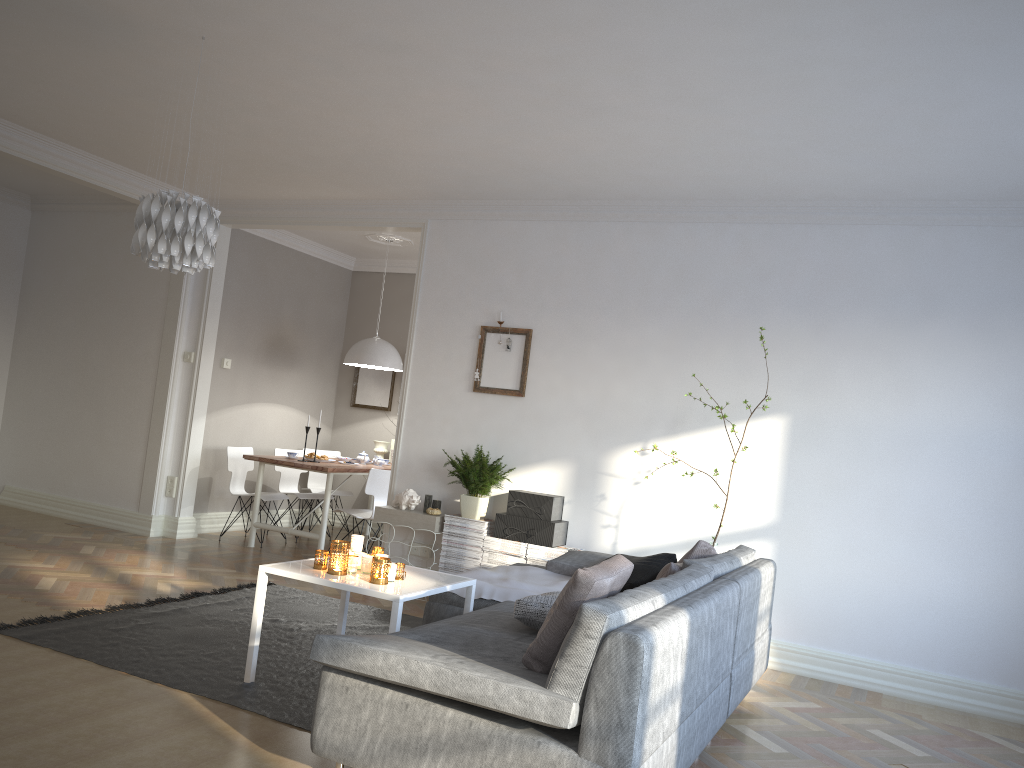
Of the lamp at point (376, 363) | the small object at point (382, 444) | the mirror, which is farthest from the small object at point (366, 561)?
the mirror

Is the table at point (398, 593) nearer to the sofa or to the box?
the sofa

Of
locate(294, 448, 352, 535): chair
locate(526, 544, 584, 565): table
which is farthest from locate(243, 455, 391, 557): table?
locate(526, 544, 584, 565): table

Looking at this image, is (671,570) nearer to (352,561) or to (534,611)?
(534,611)

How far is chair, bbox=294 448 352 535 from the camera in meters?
8.8

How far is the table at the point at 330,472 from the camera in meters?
6.9

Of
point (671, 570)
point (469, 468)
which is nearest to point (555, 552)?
point (469, 468)

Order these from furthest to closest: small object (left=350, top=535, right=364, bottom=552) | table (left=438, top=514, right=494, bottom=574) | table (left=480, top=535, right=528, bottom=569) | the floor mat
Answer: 1. table (left=438, top=514, right=494, bottom=574)
2. table (left=480, top=535, right=528, bottom=569)
3. small object (left=350, top=535, right=364, bottom=552)
4. the floor mat

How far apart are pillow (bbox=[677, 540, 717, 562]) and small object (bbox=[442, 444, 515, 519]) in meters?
1.8 m

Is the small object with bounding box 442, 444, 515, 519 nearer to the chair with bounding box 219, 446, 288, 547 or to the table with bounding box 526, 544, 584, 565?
the table with bounding box 526, 544, 584, 565
